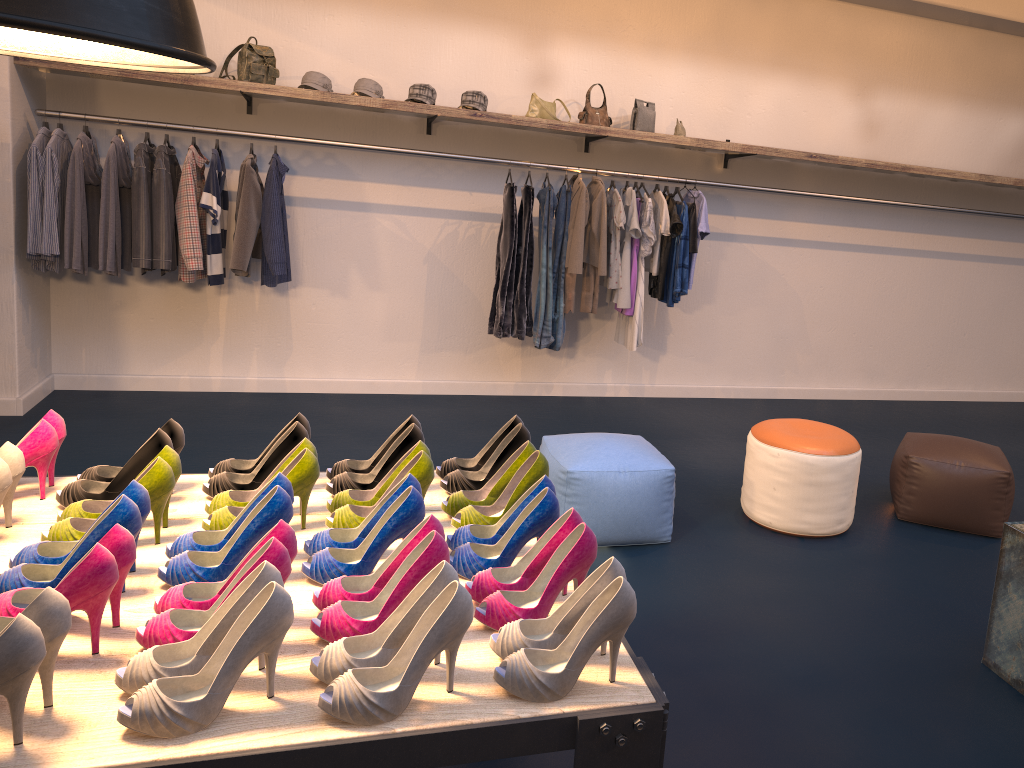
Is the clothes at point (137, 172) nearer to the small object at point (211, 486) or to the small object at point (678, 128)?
the small object at point (211, 486)

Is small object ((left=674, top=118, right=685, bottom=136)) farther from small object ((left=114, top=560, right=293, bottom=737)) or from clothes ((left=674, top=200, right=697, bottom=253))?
small object ((left=114, top=560, right=293, bottom=737))

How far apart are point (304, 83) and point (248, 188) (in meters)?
0.75

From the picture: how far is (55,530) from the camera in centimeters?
193cm

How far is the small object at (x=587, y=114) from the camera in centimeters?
579cm

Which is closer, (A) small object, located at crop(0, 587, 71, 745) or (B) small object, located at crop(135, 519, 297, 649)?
(A) small object, located at crop(0, 587, 71, 745)

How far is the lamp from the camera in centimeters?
134cm

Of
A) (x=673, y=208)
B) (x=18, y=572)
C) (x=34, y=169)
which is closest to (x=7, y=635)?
(x=18, y=572)

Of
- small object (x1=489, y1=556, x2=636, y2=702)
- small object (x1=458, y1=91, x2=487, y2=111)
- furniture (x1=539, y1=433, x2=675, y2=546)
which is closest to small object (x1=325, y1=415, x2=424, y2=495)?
small object (x1=489, y1=556, x2=636, y2=702)

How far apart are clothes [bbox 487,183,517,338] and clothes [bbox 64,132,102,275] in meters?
2.4
